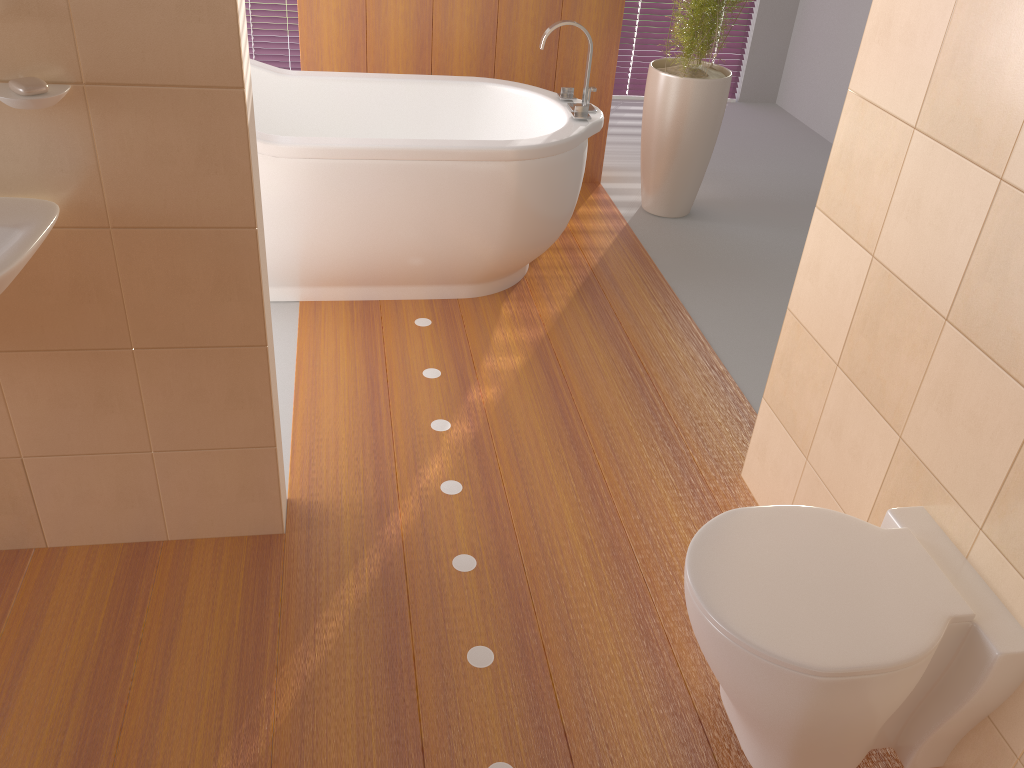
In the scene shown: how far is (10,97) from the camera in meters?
1.4 m

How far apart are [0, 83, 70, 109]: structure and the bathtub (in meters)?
1.25

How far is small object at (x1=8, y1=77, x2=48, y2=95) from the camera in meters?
1.4 m

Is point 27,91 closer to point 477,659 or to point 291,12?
point 477,659

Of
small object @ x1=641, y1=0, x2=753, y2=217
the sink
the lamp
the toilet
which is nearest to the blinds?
small object @ x1=641, y1=0, x2=753, y2=217

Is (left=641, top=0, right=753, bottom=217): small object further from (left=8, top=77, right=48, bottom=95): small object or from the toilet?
(left=8, top=77, right=48, bottom=95): small object

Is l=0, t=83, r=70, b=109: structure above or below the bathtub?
above

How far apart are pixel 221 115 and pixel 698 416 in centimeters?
167cm

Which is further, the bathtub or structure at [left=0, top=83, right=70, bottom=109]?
the bathtub

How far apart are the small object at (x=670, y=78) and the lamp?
1.5 meters
